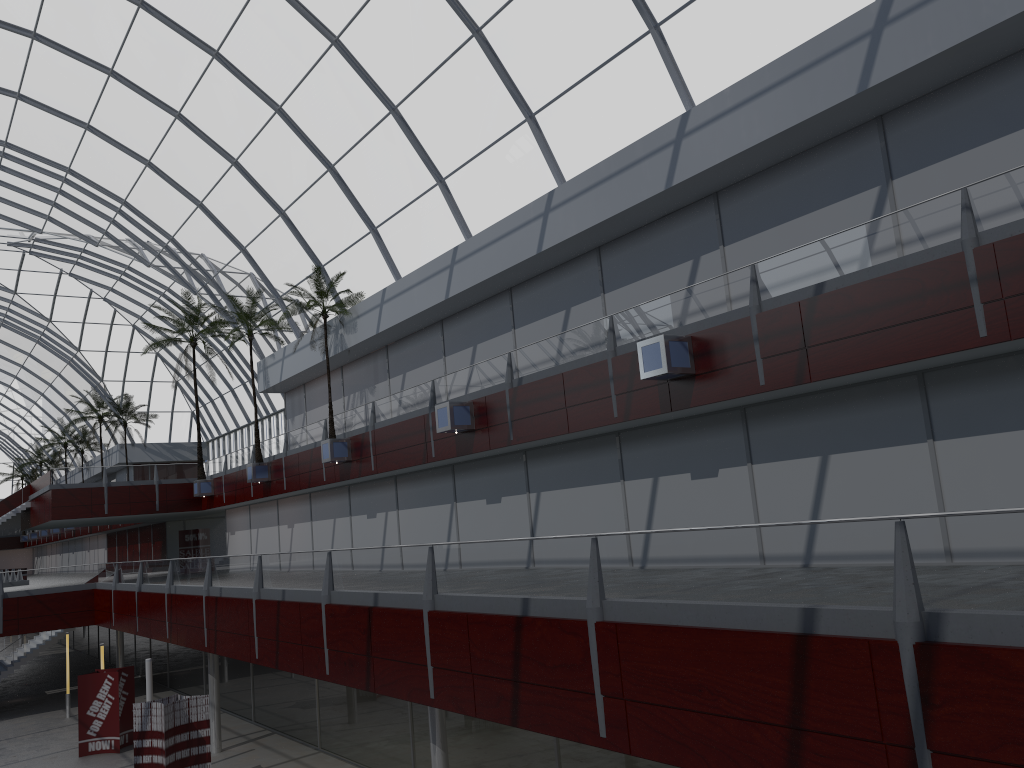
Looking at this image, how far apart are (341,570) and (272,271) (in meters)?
28.17
